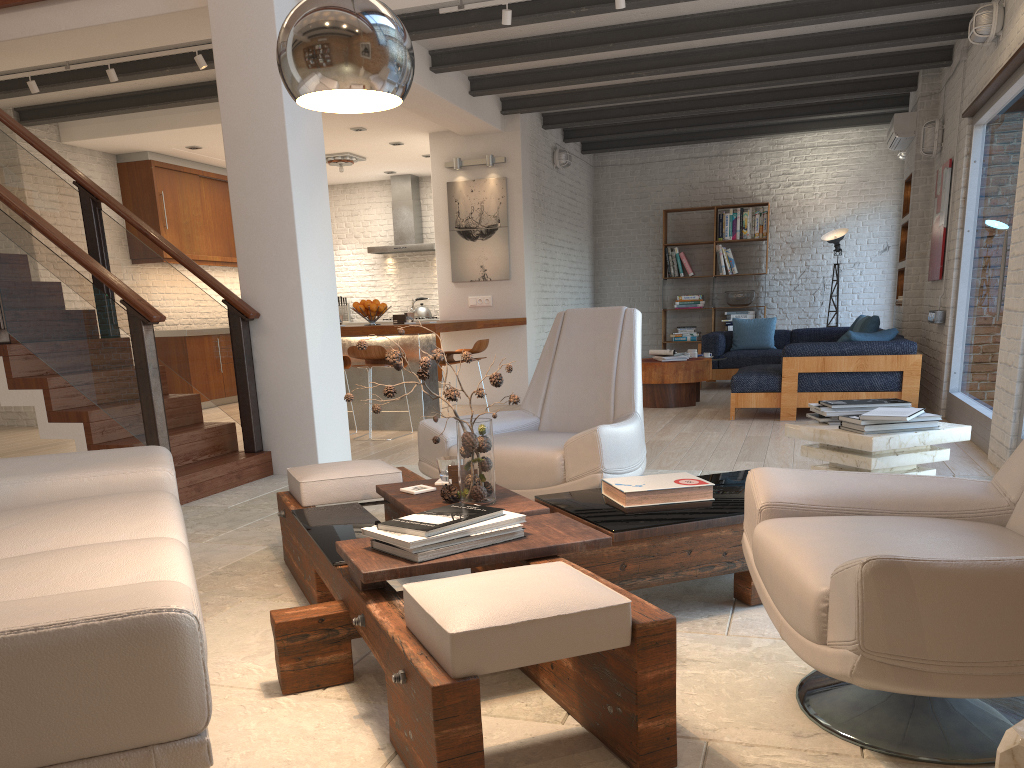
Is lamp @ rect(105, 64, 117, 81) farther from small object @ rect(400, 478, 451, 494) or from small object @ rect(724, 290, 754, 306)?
small object @ rect(724, 290, 754, 306)

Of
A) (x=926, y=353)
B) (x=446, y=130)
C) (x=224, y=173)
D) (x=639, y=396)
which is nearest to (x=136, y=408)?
(x=639, y=396)

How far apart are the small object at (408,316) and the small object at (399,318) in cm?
12

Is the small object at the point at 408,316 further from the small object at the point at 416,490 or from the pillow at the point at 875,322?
the small object at the point at 416,490

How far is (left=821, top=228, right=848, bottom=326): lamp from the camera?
11.1 meters

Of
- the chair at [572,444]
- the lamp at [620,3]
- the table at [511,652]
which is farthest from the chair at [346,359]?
the table at [511,652]

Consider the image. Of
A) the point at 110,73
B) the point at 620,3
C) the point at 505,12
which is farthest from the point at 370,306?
the point at 620,3

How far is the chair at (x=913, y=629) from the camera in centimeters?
157cm

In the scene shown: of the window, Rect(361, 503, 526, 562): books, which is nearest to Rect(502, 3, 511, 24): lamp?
the window

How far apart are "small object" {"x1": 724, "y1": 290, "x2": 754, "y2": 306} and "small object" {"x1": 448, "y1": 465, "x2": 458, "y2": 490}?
9.24m
